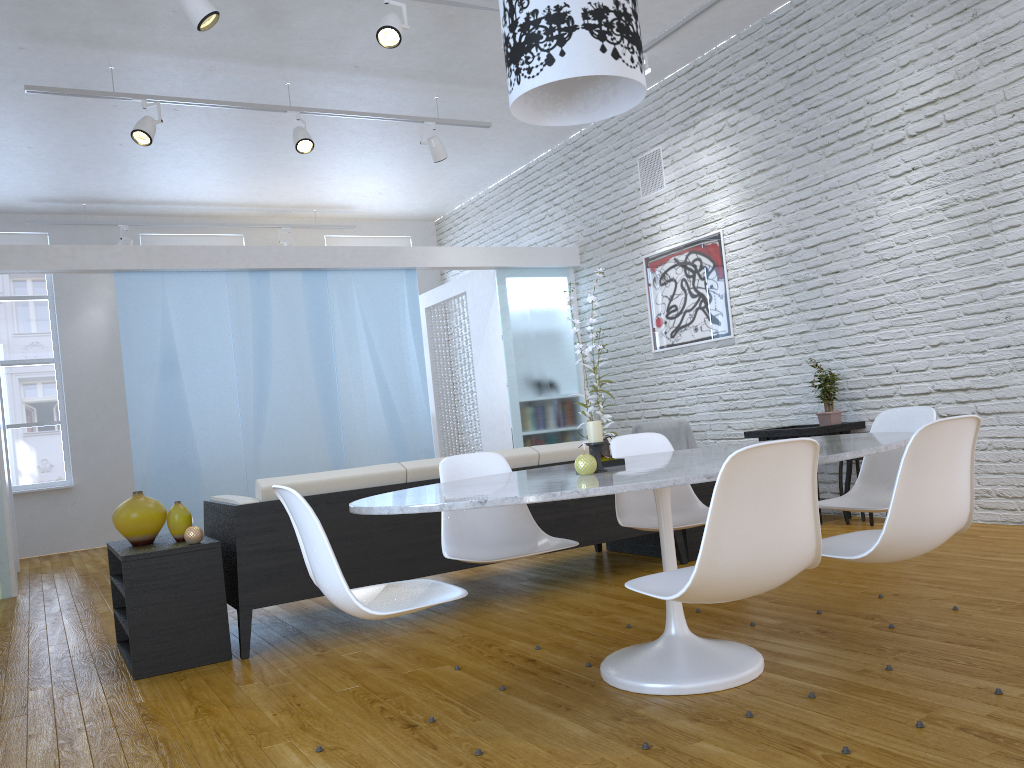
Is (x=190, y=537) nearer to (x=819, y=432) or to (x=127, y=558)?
(x=127, y=558)

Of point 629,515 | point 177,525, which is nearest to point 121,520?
point 177,525

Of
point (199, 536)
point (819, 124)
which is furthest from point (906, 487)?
point (819, 124)

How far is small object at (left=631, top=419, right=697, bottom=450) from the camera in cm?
621

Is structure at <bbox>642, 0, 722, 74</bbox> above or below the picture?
above

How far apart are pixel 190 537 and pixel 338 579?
1.57m

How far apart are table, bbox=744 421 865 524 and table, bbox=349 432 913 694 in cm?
216

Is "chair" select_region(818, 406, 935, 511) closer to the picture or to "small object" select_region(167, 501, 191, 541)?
"small object" select_region(167, 501, 191, 541)

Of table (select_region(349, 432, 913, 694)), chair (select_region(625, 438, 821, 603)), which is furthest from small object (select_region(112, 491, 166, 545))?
chair (select_region(625, 438, 821, 603))

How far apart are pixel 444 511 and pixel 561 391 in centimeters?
492cm
